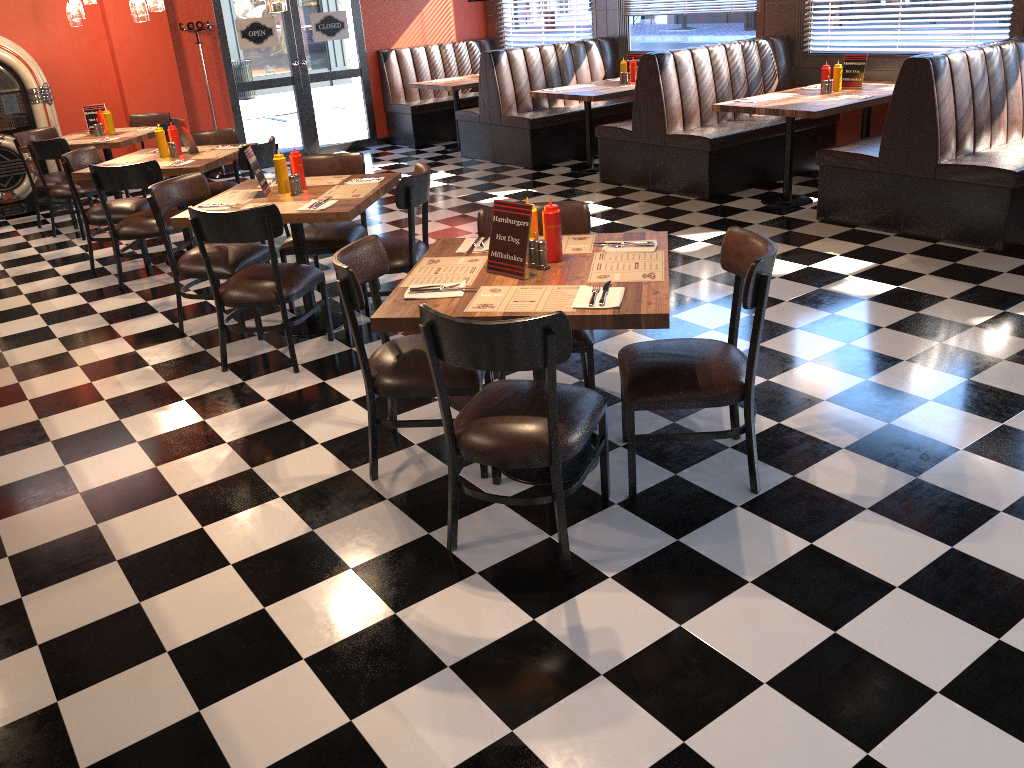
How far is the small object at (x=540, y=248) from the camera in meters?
3.2 m

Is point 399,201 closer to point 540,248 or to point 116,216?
point 540,248

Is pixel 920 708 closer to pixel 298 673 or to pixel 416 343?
pixel 298 673

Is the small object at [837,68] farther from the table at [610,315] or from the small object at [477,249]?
the small object at [477,249]

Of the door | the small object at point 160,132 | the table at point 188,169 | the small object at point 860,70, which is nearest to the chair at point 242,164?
the table at point 188,169

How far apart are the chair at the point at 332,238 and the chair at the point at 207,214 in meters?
0.5

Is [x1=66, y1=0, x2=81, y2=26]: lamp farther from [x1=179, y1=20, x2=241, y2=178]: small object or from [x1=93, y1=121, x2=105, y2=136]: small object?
[x1=179, y1=20, x2=241, y2=178]: small object

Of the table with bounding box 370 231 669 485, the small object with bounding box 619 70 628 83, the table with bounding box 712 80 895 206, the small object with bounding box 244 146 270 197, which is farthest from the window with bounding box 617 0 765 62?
the table with bounding box 370 231 669 485

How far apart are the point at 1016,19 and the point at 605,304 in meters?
5.6

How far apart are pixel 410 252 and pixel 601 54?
6.1 meters
